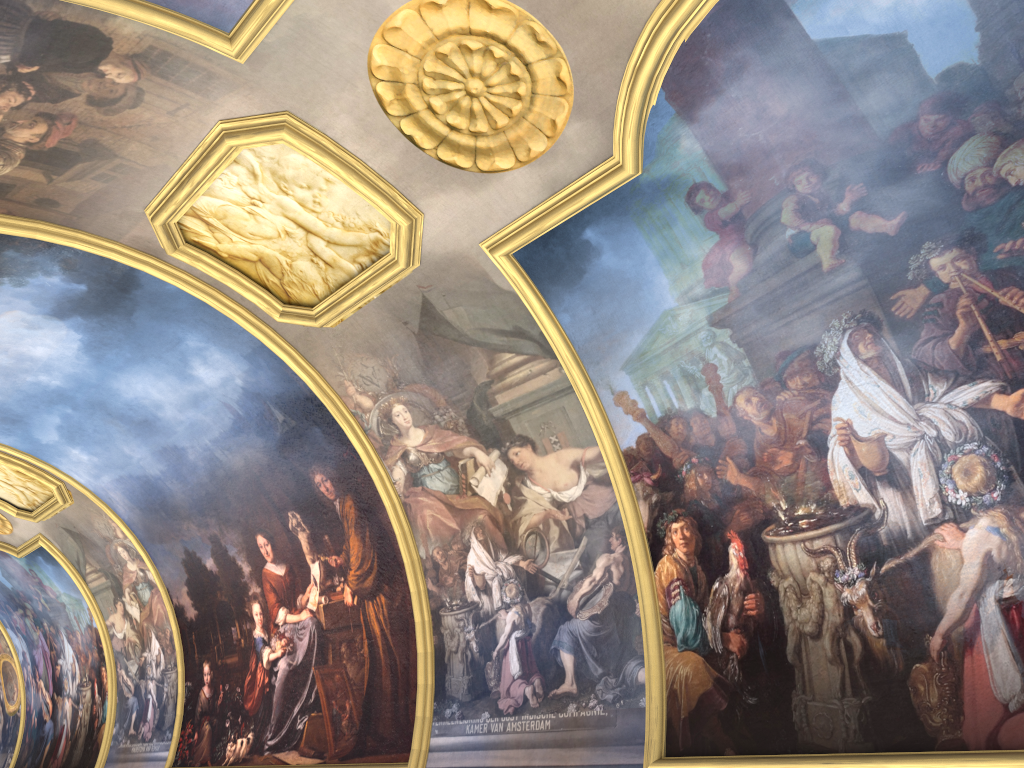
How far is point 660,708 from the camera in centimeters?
1032cm

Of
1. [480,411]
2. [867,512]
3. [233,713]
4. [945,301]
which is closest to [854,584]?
[867,512]
